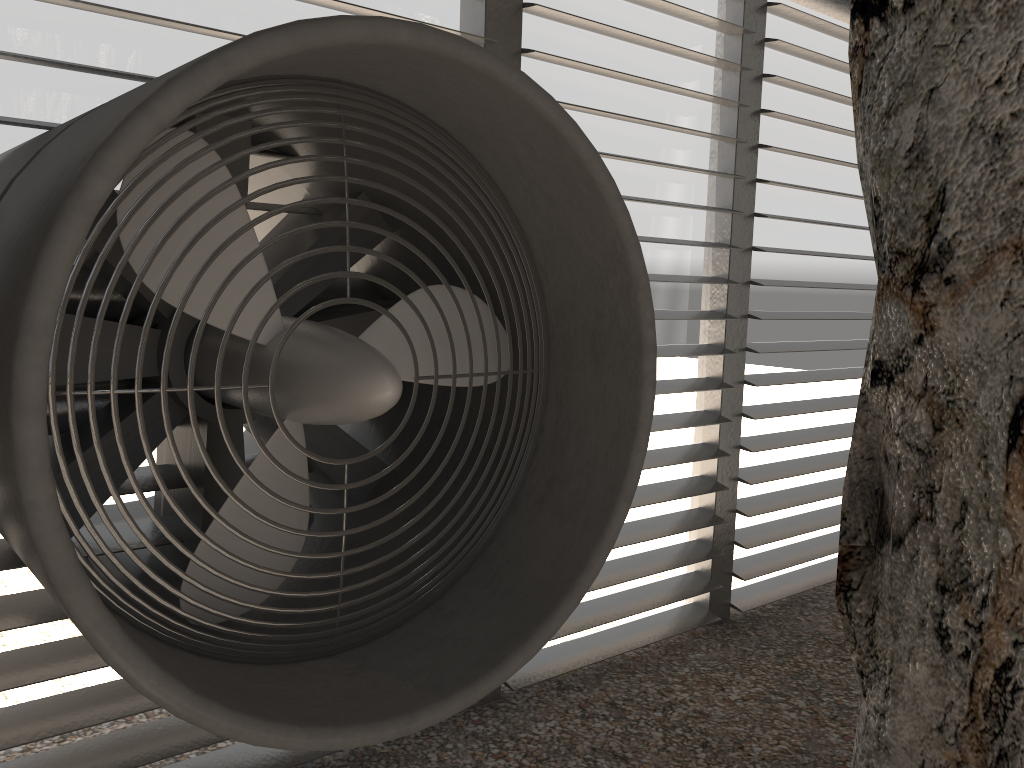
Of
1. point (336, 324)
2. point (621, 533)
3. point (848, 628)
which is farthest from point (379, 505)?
point (621, 533)
